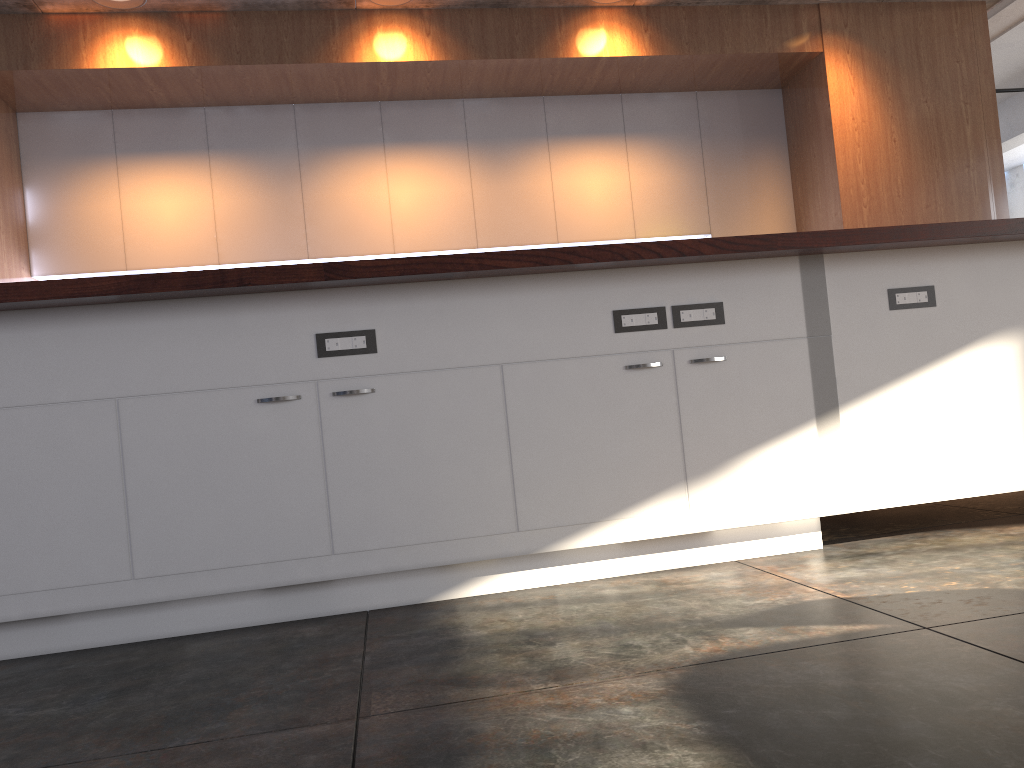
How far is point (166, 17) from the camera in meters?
4.5 m

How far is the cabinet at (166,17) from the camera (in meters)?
4.52

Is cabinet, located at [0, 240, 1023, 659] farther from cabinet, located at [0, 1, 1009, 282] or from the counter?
cabinet, located at [0, 1, 1009, 282]

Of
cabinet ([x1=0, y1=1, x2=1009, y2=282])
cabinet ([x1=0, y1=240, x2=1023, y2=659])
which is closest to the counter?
cabinet ([x1=0, y1=240, x2=1023, y2=659])

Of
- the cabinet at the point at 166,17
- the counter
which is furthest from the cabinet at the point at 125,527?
the cabinet at the point at 166,17

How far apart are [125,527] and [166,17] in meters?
3.2 m

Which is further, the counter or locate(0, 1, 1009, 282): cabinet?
locate(0, 1, 1009, 282): cabinet

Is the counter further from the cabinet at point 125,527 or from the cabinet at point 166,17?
the cabinet at point 166,17

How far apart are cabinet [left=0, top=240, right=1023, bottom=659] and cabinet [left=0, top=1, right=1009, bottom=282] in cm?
A: 225

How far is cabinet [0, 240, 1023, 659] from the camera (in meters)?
2.37
